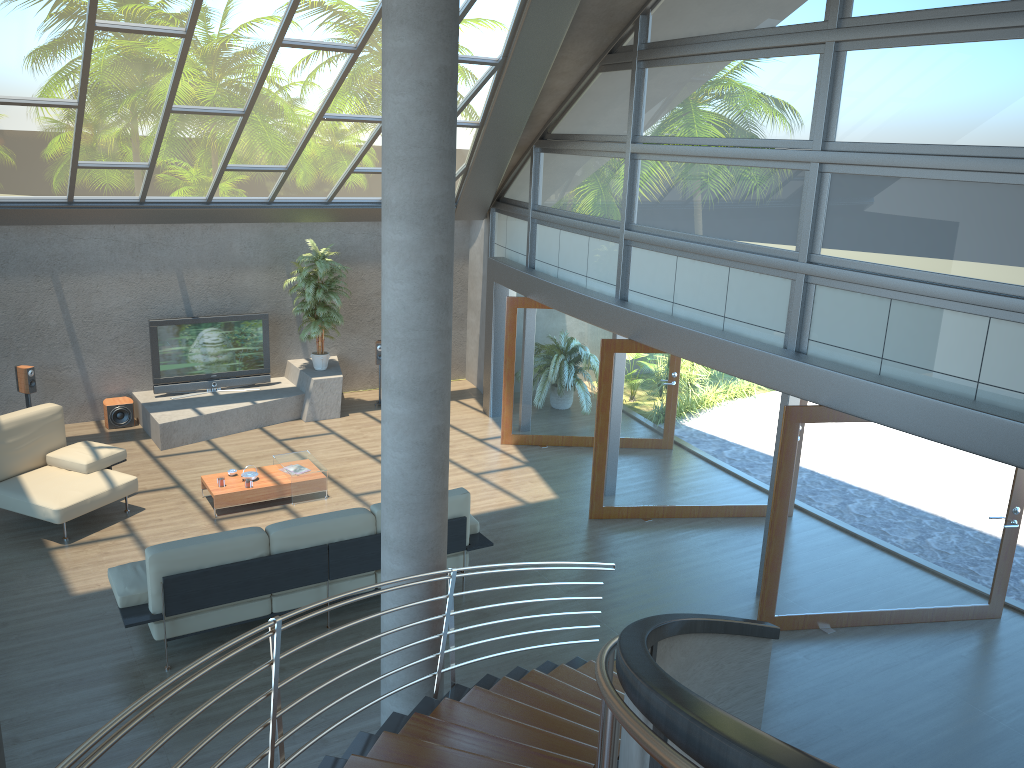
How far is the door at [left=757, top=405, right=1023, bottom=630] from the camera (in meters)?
7.10

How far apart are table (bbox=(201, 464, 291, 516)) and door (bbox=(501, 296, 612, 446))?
3.10m

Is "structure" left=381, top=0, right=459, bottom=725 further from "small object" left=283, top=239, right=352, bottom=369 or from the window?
"small object" left=283, top=239, right=352, bottom=369

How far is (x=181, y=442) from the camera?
11.2 meters

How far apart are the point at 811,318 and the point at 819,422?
0.9 meters

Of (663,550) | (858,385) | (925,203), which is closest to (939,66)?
(925,203)

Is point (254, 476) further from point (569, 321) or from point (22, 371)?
point (569, 321)

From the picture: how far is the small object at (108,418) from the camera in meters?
11.6

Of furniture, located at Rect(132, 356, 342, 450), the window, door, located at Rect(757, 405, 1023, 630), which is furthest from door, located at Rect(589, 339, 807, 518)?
A: furniture, located at Rect(132, 356, 342, 450)

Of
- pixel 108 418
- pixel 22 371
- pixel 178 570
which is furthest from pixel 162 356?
pixel 178 570
